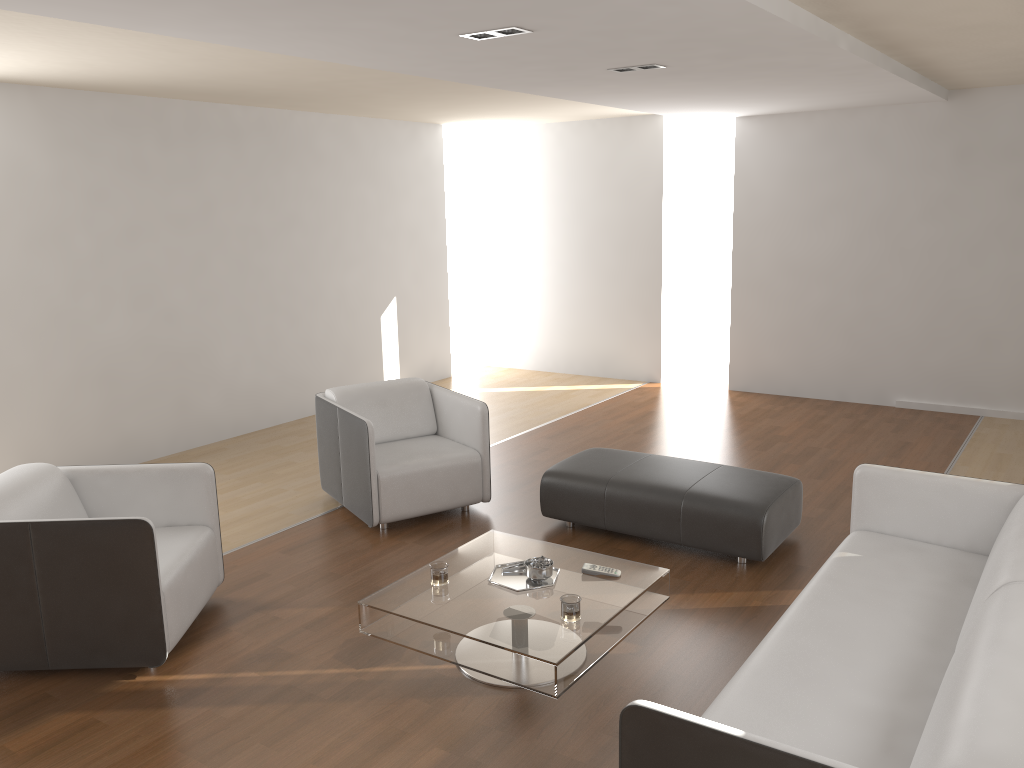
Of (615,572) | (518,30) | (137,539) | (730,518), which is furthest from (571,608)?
(518,30)

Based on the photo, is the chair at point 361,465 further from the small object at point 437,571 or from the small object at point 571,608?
the small object at point 571,608

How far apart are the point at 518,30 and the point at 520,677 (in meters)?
2.62

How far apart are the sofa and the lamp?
2.4m

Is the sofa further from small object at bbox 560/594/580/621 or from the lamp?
the lamp

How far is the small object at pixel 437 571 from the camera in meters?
3.5 m

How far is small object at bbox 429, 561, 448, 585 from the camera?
3.54m

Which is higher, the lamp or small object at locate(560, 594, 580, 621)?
the lamp

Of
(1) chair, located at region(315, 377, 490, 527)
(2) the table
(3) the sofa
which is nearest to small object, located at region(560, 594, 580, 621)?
(2) the table

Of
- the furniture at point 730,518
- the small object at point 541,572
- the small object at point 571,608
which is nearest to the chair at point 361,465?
the furniture at point 730,518
